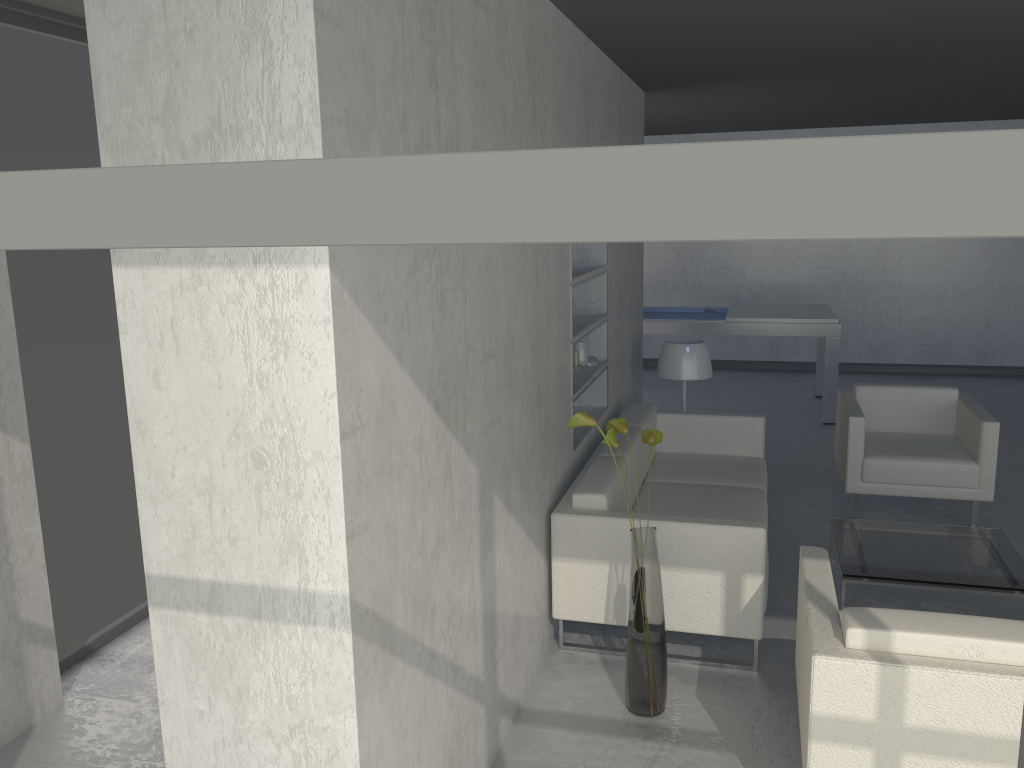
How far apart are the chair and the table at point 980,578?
0.55m

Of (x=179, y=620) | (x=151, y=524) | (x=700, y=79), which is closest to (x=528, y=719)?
(x=179, y=620)

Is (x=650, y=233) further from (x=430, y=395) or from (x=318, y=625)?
(x=430, y=395)

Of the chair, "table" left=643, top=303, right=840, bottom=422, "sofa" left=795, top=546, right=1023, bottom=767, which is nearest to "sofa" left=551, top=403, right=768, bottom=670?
"sofa" left=795, top=546, right=1023, bottom=767

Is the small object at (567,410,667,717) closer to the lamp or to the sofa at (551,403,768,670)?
the sofa at (551,403,768,670)

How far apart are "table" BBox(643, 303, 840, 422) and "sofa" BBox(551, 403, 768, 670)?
2.4 meters

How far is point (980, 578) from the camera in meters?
3.7 m

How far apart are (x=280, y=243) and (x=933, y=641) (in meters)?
2.26

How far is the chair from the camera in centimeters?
475cm

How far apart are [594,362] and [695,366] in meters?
1.0
